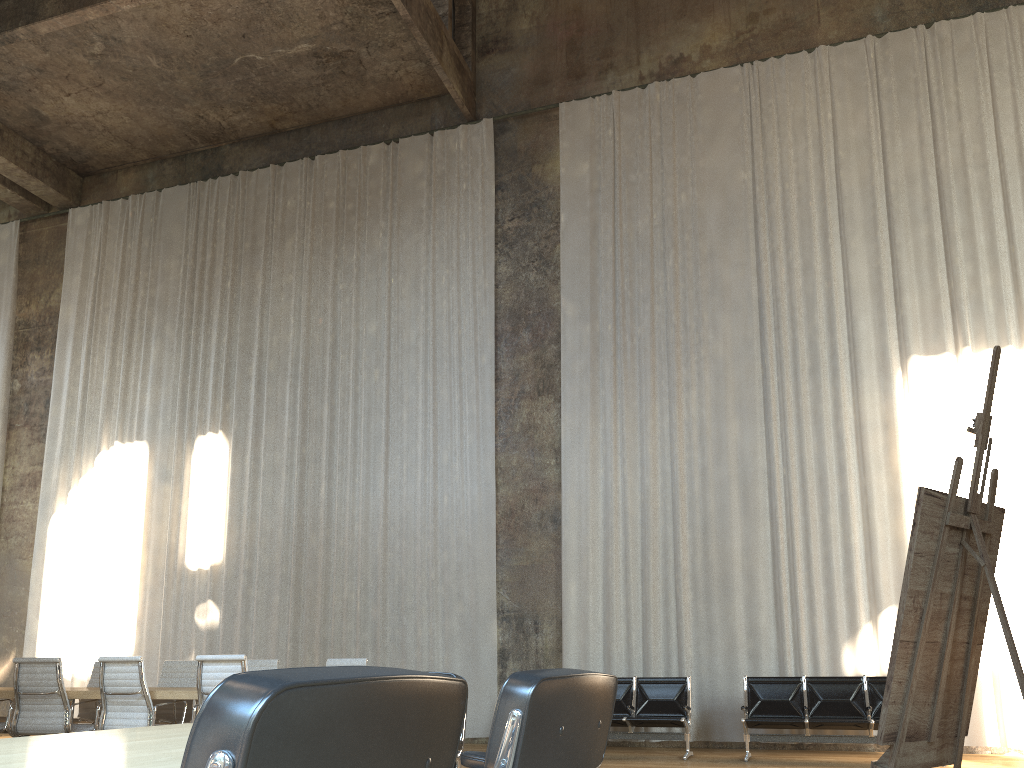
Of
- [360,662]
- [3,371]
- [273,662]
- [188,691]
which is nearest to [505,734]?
[188,691]

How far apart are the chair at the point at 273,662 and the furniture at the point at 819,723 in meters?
4.5

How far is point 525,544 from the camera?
11.3m

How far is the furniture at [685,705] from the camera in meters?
8.8

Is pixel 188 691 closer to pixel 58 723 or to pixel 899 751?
pixel 58 723

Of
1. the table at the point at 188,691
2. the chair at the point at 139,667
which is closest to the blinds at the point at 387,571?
the table at the point at 188,691

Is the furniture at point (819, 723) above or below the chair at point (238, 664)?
below

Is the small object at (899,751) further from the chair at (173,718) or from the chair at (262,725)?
the chair at (173,718)

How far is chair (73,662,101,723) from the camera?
8.4 meters

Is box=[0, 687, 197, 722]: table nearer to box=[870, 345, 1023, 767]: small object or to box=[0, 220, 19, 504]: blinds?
box=[870, 345, 1023, 767]: small object
